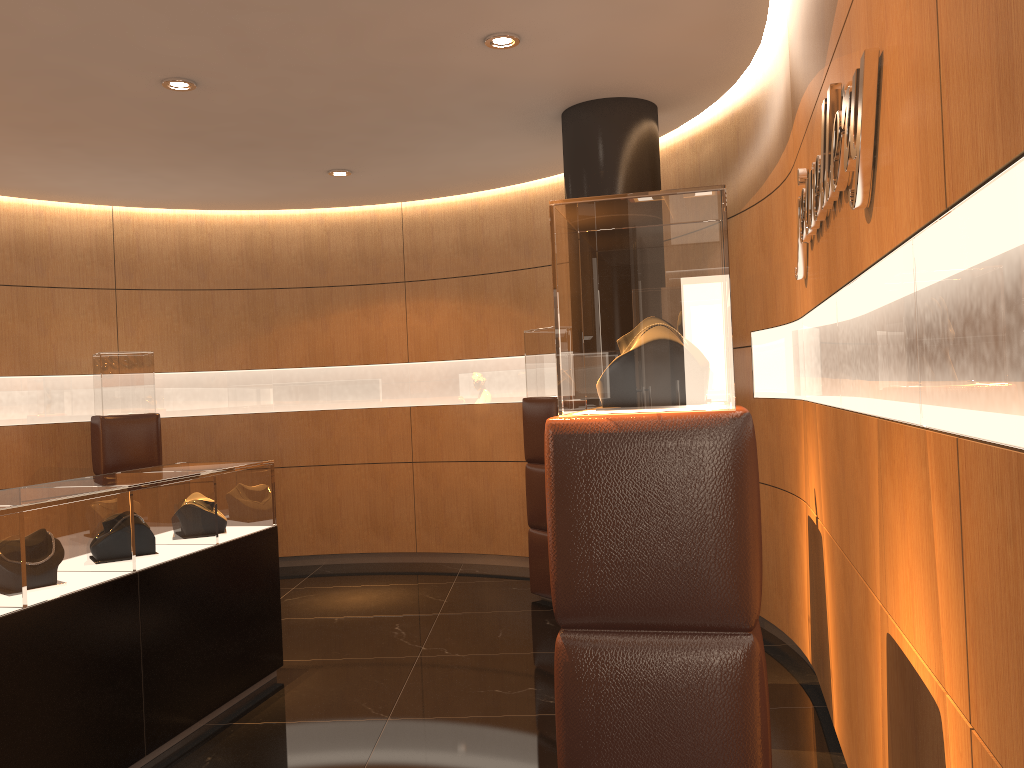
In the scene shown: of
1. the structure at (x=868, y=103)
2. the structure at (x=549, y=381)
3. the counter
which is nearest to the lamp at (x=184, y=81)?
the counter

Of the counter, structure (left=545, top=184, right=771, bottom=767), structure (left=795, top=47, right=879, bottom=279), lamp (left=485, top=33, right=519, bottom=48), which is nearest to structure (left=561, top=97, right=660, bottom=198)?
lamp (left=485, top=33, right=519, bottom=48)

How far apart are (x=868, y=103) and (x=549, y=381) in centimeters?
434cm

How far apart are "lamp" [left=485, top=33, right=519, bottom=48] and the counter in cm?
253

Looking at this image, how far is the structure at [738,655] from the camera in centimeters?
193cm

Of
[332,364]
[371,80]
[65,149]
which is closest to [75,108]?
[65,149]

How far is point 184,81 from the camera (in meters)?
4.76

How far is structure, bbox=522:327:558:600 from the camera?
6.4 meters

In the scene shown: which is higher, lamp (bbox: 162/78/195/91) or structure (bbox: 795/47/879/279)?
lamp (bbox: 162/78/195/91)

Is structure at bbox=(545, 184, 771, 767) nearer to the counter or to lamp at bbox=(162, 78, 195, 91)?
the counter
